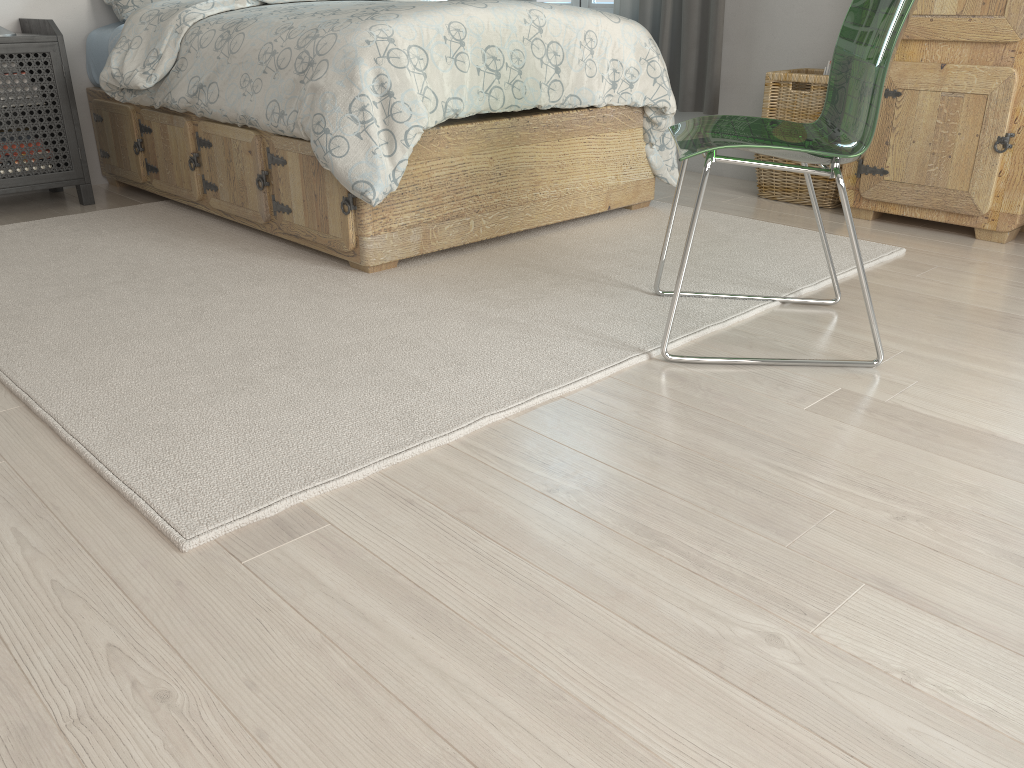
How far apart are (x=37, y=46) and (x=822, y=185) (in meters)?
2.80

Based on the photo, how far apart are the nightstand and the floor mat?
0.2m

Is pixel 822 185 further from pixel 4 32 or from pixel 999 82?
pixel 4 32

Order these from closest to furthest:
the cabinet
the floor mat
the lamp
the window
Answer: the floor mat, the cabinet, the lamp, the window

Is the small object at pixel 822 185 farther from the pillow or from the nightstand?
the nightstand

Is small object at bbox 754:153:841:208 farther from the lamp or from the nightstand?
the lamp

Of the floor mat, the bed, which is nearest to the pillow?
the bed

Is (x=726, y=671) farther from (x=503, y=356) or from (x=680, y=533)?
(x=503, y=356)

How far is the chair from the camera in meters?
1.7 m

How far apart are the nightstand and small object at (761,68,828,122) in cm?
251
